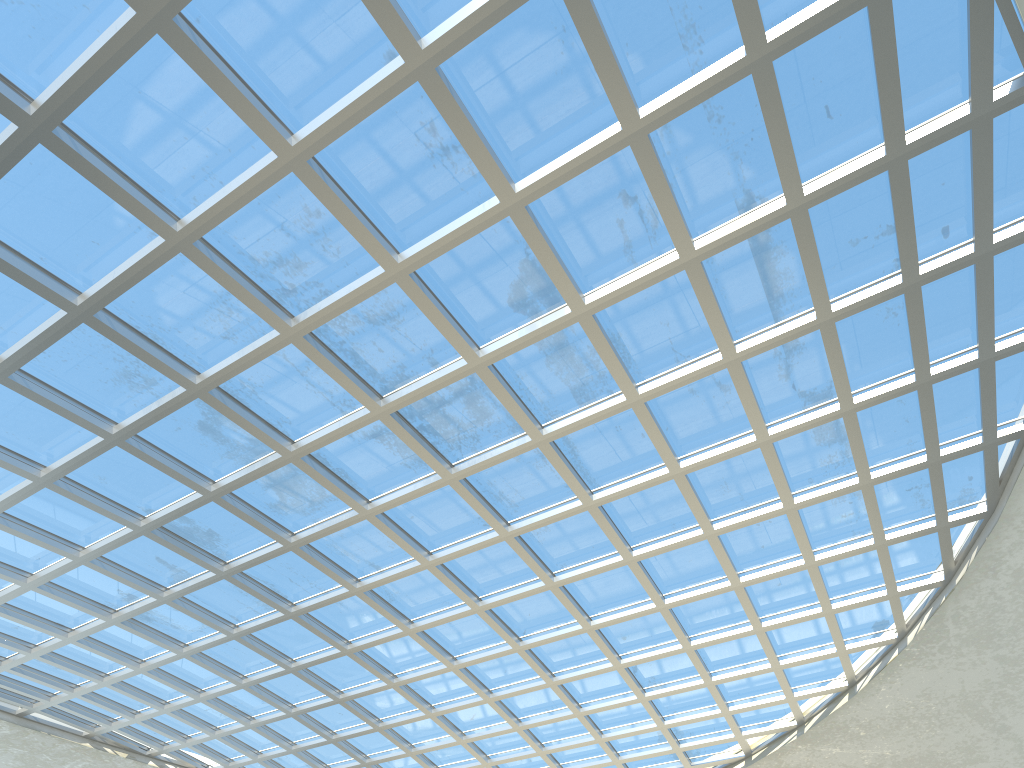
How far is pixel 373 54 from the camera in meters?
29.2 m

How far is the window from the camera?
29.23m

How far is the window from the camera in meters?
29.2
